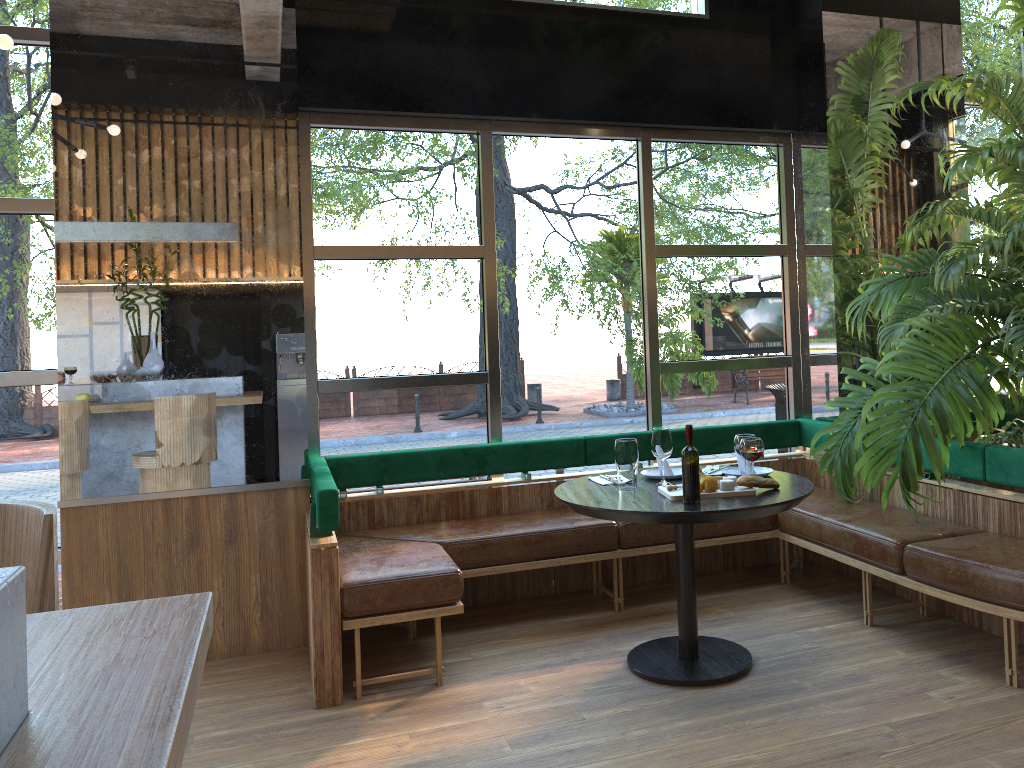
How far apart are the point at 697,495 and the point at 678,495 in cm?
19

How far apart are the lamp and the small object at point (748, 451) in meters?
3.3 m

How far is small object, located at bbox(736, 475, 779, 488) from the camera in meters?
3.6 m

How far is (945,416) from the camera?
4.10m

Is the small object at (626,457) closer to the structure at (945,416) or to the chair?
the structure at (945,416)

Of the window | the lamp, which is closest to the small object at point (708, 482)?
the window

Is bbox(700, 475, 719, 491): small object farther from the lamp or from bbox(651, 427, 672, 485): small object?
the lamp

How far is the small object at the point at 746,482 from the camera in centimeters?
360cm

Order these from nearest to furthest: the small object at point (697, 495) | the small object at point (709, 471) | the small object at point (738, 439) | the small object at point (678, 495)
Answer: the small object at point (697, 495) → the small object at point (678, 495) → the small object at point (709, 471) → the small object at point (738, 439)

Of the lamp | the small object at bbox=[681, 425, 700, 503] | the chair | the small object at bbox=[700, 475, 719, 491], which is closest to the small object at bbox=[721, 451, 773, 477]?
the small object at bbox=[681, 425, 700, 503]
